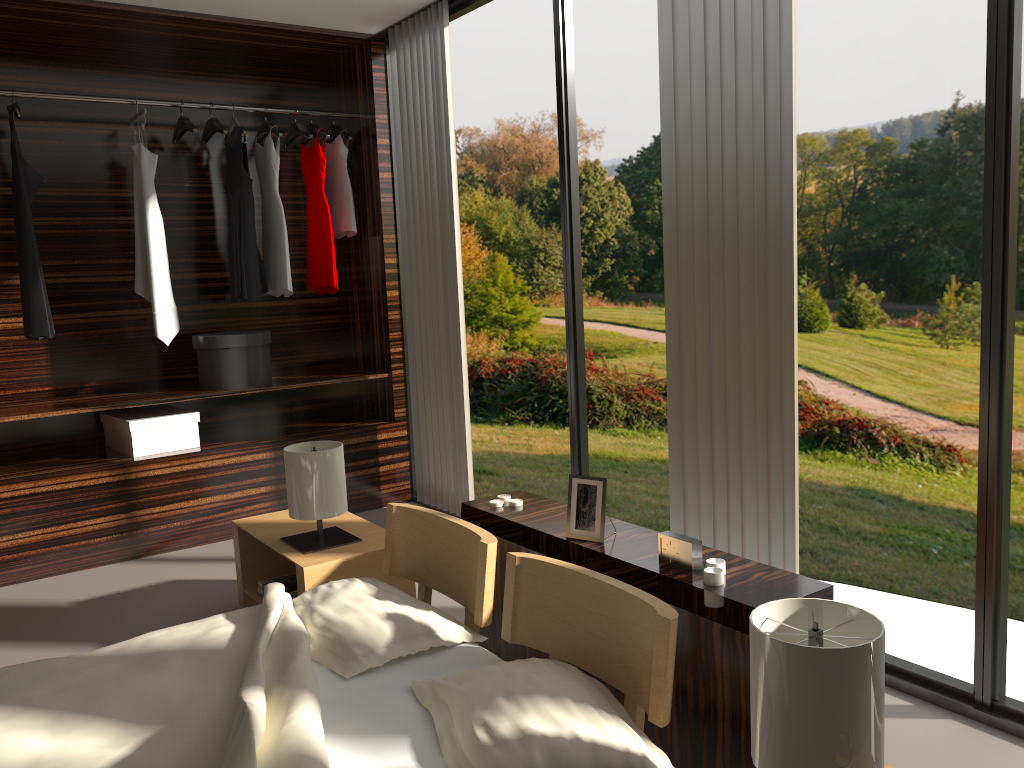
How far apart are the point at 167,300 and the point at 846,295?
→ 5.61m

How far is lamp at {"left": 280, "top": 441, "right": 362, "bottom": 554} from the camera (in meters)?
2.88

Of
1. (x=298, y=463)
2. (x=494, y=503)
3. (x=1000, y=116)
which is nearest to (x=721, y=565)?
(x=494, y=503)

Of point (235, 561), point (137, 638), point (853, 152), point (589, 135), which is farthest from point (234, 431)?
point (853, 152)

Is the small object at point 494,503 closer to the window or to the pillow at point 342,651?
the pillow at point 342,651

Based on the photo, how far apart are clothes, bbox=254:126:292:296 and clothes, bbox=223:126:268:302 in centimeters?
4cm

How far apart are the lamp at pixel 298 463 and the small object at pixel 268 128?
1.9 meters

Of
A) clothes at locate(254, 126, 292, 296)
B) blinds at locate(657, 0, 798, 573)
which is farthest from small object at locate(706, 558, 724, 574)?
clothes at locate(254, 126, 292, 296)

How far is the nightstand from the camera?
2.8m

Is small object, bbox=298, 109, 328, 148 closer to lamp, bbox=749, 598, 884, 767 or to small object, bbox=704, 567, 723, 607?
small object, bbox=704, 567, 723, 607
